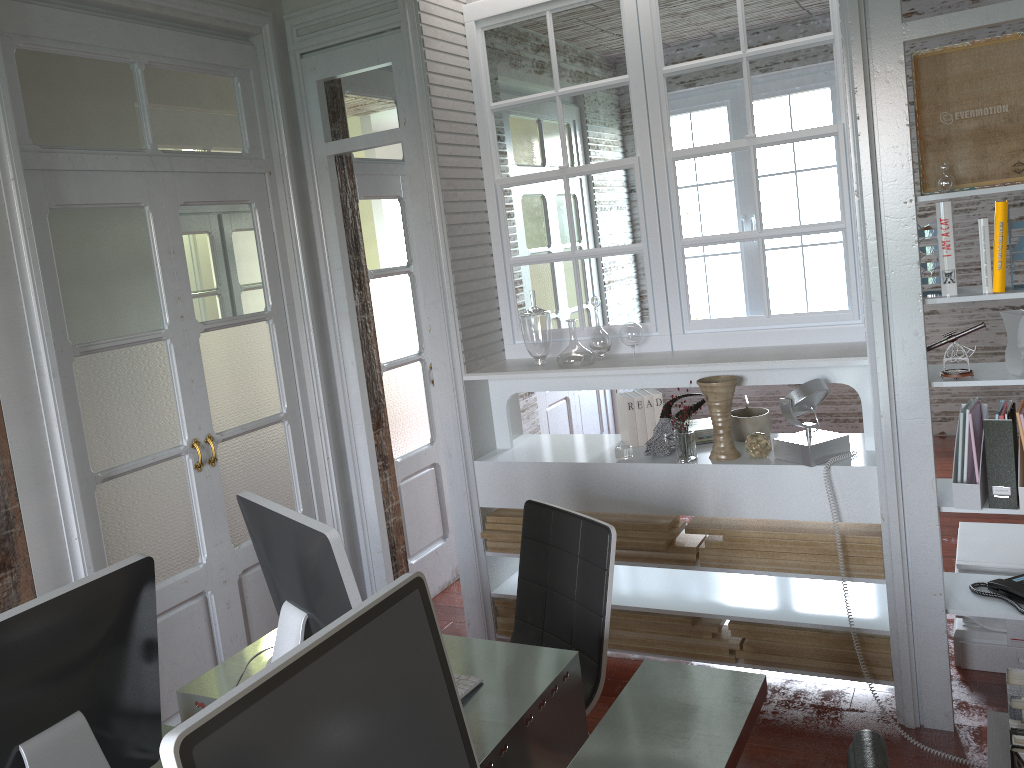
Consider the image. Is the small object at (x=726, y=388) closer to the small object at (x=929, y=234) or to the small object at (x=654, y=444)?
the small object at (x=654, y=444)

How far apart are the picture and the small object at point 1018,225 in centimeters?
13cm

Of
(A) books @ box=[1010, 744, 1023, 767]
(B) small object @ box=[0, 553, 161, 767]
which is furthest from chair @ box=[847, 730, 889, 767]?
(B) small object @ box=[0, 553, 161, 767]

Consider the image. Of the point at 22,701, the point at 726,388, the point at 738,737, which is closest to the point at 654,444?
the point at 726,388

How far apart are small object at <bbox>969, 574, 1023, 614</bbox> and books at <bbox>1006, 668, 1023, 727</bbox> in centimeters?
128cm

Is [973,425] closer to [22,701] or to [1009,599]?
[1009,599]

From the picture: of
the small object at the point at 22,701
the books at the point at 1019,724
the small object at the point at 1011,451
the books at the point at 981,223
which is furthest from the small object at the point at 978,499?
the small object at the point at 22,701

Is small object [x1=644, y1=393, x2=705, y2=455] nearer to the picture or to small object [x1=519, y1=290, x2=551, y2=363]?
small object [x1=519, y1=290, x2=551, y2=363]

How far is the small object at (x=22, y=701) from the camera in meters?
1.4 m

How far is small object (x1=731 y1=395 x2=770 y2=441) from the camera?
3.22m
